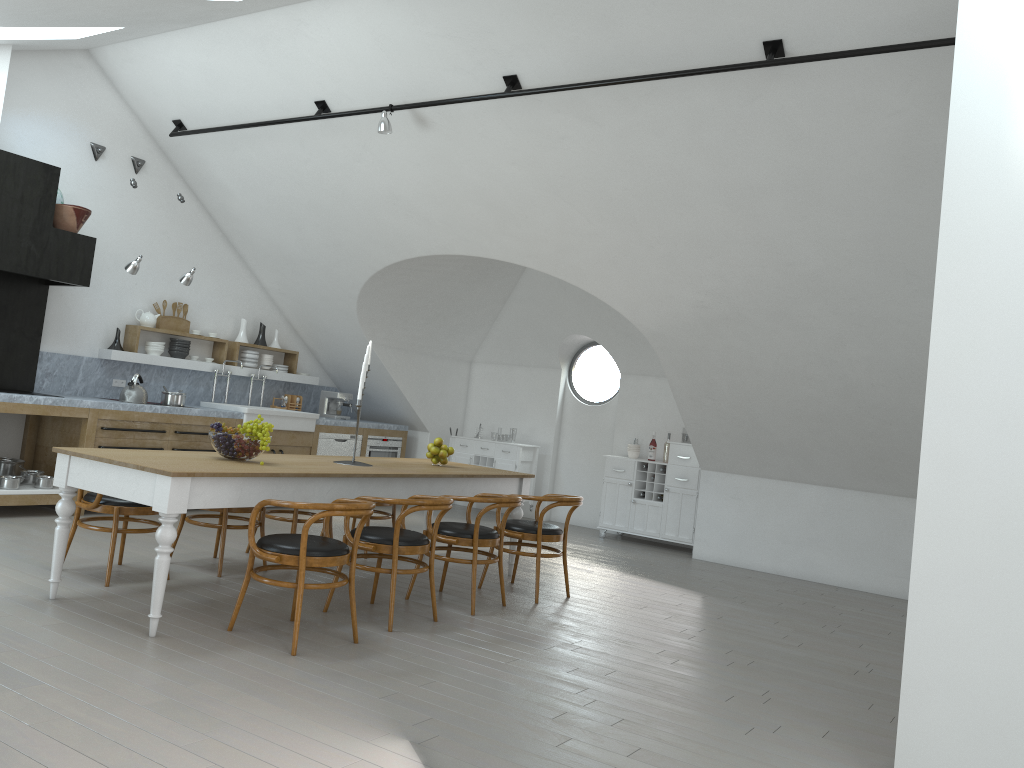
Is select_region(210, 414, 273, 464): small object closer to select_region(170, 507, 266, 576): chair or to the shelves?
select_region(170, 507, 266, 576): chair

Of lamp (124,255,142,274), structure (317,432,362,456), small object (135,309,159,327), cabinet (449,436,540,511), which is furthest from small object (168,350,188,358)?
cabinet (449,436,540,511)

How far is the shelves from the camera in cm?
850

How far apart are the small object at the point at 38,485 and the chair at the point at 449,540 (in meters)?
3.55

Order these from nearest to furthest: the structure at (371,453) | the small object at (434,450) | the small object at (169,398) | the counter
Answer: the small object at (434,450)
the counter
the small object at (169,398)
the structure at (371,453)

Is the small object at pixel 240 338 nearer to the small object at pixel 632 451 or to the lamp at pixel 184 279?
the lamp at pixel 184 279

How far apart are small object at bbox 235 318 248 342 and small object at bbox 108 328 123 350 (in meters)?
1.46

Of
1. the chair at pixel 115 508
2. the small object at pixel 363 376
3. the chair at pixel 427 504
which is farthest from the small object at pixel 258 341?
the chair at pixel 427 504

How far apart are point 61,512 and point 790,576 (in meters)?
6.51

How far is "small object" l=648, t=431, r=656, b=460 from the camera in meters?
9.9
